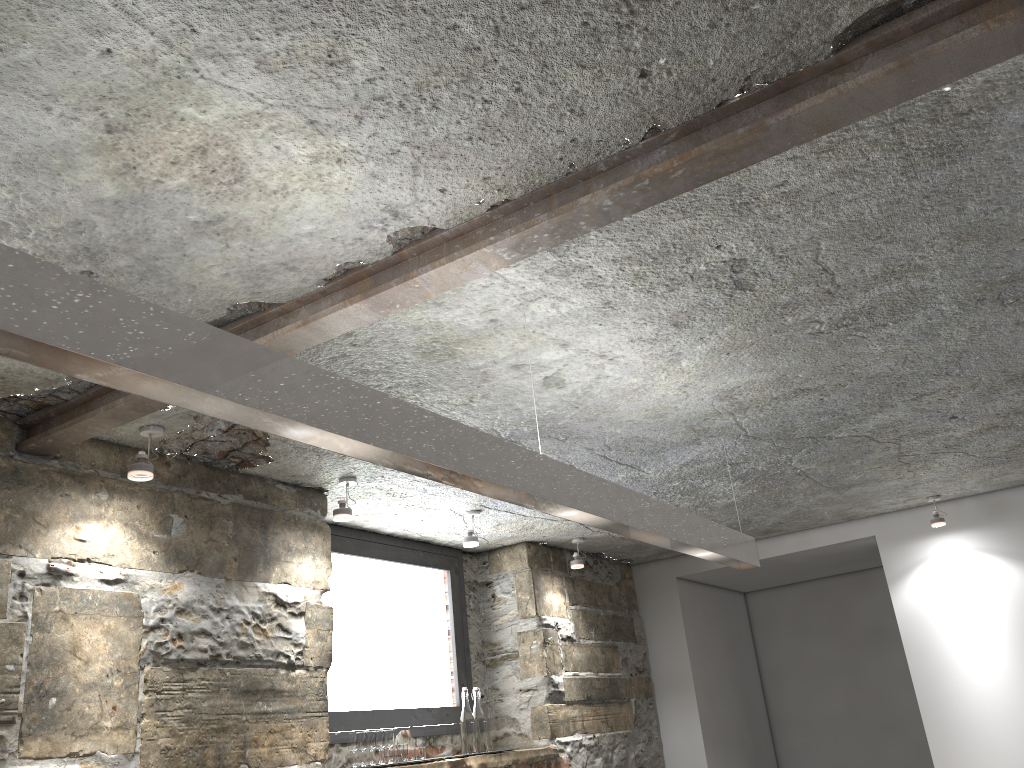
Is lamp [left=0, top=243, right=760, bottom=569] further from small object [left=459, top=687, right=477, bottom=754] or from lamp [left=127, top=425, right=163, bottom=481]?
small object [left=459, top=687, right=477, bottom=754]

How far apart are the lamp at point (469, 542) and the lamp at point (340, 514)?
0.8m

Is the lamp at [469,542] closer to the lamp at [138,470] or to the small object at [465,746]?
the small object at [465,746]

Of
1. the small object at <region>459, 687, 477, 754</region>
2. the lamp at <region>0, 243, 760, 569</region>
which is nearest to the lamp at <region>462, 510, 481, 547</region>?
the small object at <region>459, 687, 477, 754</region>

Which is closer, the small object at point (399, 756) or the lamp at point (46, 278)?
the lamp at point (46, 278)

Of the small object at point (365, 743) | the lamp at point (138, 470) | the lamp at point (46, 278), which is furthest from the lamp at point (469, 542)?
the lamp at point (138, 470)

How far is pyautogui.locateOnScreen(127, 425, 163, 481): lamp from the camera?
2.7m

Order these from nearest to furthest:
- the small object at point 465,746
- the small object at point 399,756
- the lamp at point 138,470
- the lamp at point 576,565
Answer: the lamp at point 138,470
the small object at point 399,756
the small object at point 465,746
the lamp at point 576,565

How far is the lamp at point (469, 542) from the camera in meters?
4.1 m

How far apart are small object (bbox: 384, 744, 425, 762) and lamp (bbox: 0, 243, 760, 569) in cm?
164
